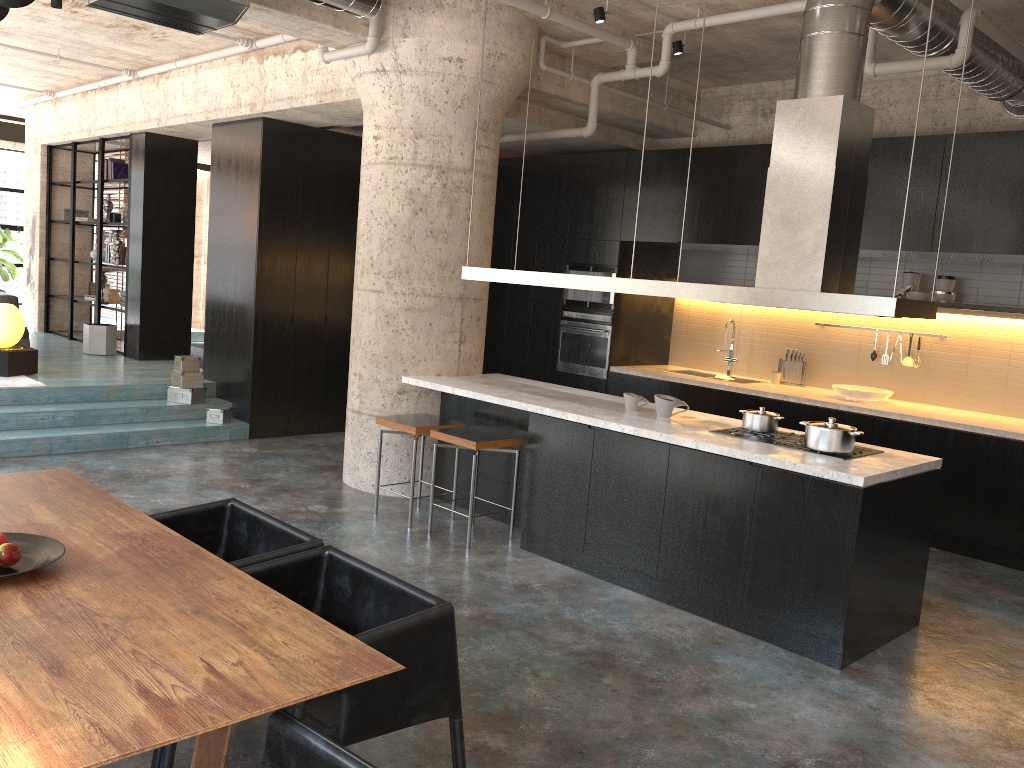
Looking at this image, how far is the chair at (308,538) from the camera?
3.26m

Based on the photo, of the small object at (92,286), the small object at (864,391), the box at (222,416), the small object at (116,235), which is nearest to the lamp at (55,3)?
the box at (222,416)

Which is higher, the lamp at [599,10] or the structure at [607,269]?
the lamp at [599,10]

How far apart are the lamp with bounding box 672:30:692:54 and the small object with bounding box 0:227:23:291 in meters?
11.3 m

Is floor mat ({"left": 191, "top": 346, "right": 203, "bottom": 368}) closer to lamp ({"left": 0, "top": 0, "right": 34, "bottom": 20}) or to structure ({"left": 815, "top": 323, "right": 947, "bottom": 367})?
structure ({"left": 815, "top": 323, "right": 947, "bottom": 367})

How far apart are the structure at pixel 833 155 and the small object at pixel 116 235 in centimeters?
708cm

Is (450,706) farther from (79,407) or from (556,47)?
(79,407)

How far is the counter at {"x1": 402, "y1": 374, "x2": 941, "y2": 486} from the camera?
4.37m

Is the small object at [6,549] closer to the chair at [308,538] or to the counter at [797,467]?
the chair at [308,538]

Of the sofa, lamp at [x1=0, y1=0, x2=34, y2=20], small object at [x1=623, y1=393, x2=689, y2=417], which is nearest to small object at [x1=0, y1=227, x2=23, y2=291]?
the sofa
